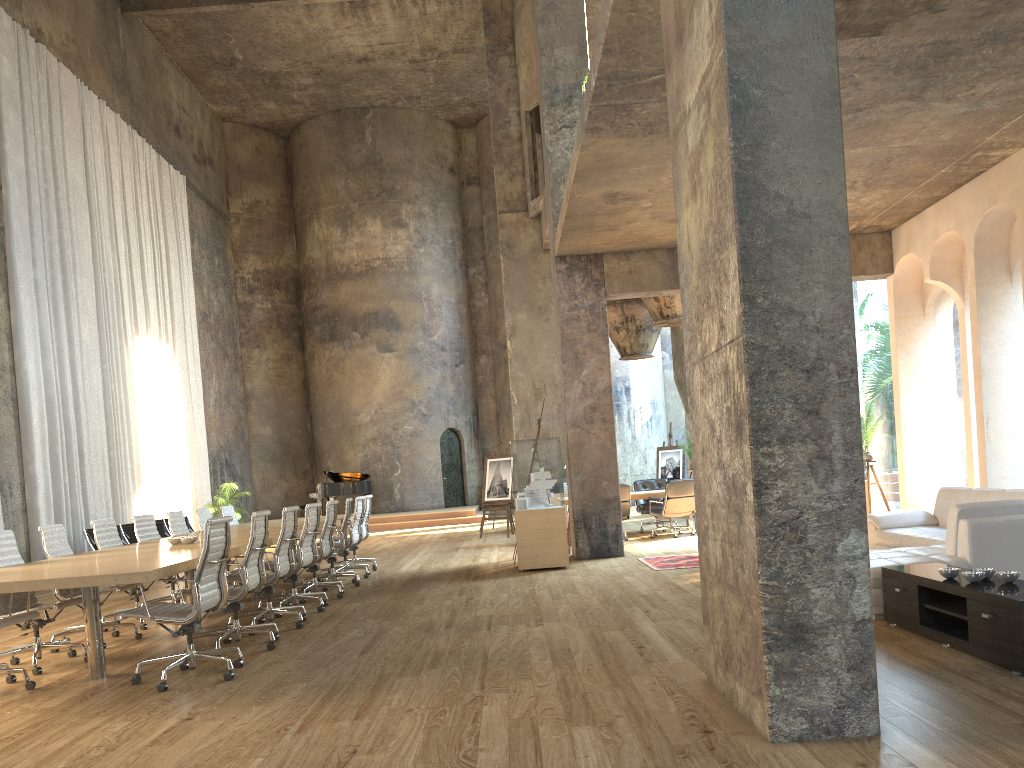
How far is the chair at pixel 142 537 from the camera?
8.9m

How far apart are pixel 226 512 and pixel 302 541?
4.07m

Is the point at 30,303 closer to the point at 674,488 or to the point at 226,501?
the point at 226,501

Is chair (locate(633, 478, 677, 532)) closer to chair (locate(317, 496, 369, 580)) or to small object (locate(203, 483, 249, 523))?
chair (locate(317, 496, 369, 580))

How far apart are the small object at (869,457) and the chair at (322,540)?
7.2 meters

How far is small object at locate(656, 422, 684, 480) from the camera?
20.4m

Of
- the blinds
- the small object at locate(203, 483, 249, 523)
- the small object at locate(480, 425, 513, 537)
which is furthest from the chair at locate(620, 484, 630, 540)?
the small object at locate(203, 483, 249, 523)

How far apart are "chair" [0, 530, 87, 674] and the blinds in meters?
7.2

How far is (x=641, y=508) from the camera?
14.7m

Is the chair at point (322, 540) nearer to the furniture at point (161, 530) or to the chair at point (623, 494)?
the chair at point (623, 494)
